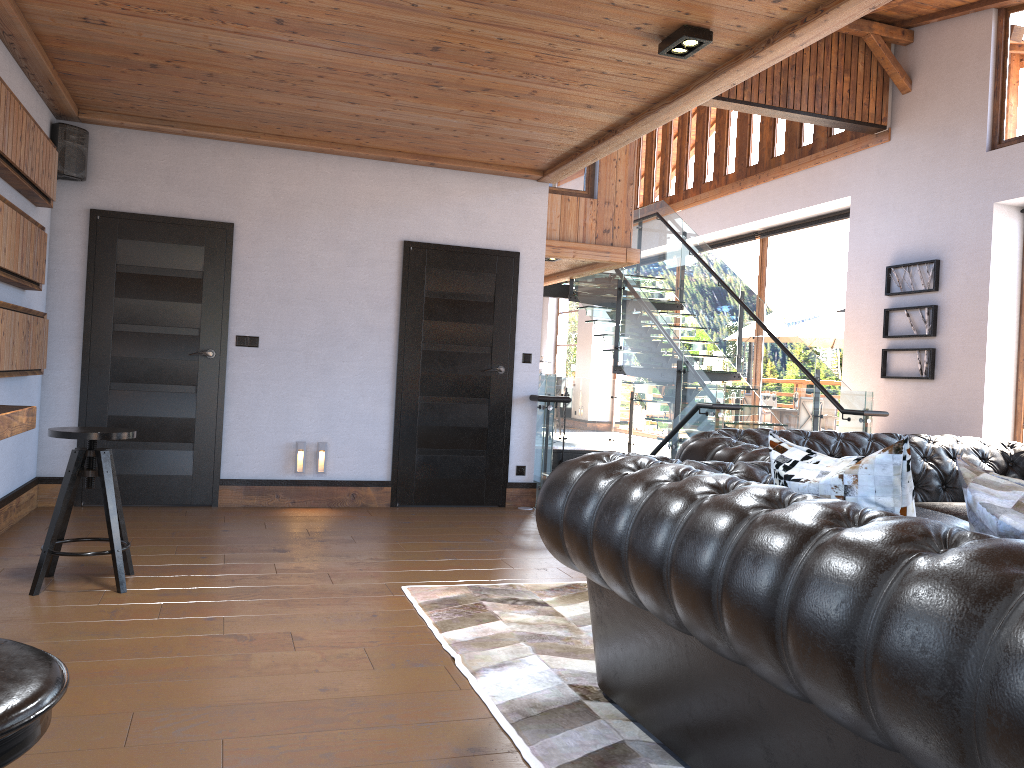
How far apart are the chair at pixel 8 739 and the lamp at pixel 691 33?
3.7m

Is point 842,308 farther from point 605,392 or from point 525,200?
point 525,200

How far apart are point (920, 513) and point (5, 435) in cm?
404

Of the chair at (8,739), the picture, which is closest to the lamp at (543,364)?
the picture

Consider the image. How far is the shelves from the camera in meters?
3.3

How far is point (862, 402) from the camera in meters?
8.1 m

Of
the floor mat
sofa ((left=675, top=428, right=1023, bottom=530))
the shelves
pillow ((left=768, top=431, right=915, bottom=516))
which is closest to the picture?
sofa ((left=675, top=428, right=1023, bottom=530))

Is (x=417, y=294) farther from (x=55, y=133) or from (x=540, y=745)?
(x=540, y=745)

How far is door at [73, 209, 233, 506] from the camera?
6.19m

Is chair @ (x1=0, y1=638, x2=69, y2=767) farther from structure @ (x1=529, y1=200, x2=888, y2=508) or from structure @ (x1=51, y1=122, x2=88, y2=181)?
structure @ (x1=529, y1=200, x2=888, y2=508)
